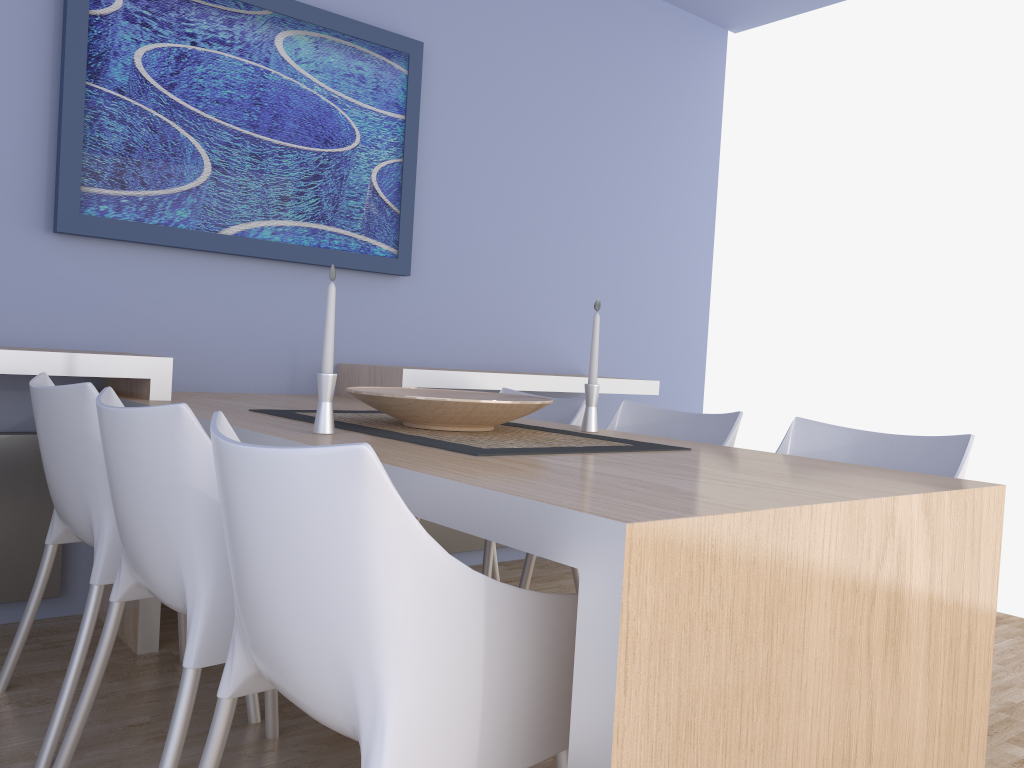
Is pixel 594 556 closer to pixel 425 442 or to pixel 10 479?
pixel 425 442

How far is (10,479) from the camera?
2.6 meters

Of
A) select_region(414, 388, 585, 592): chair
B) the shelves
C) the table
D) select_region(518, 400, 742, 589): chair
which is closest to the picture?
the shelves

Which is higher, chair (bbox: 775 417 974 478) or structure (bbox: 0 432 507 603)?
chair (bbox: 775 417 974 478)

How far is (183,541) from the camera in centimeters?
145cm

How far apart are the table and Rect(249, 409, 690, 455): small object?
0.05m

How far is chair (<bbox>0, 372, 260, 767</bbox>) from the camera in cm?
186

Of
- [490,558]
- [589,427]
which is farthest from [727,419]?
[490,558]

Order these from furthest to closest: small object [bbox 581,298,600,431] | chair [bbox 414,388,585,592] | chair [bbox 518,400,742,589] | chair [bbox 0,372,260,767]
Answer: chair [bbox 414,388,585,592] < chair [bbox 518,400,742,589] < small object [bbox 581,298,600,431] < chair [bbox 0,372,260,767]

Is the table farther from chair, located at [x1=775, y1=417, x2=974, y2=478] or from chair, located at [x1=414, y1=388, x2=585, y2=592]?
chair, located at [x1=414, y1=388, x2=585, y2=592]
